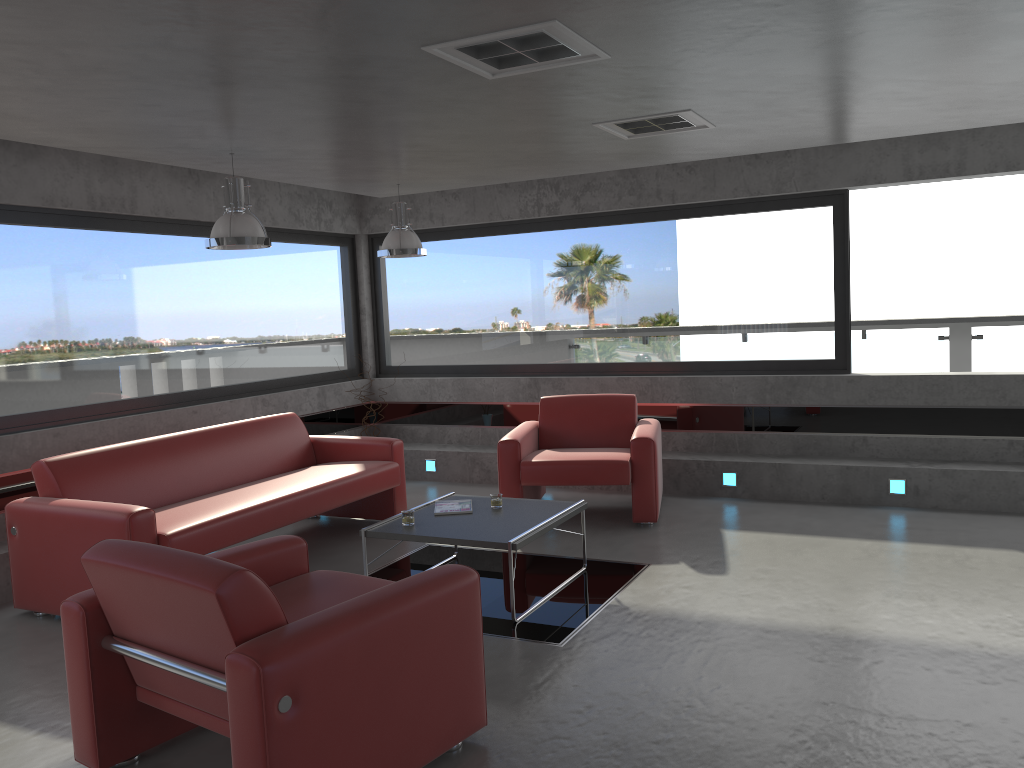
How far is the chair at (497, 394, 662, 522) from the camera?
6.38m

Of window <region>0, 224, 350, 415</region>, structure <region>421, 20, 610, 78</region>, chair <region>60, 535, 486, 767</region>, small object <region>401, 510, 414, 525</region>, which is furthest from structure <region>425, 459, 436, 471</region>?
structure <region>421, 20, 610, 78</region>

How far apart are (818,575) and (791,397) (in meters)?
2.48

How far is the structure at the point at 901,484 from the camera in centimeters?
670cm

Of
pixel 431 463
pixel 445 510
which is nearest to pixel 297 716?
pixel 445 510

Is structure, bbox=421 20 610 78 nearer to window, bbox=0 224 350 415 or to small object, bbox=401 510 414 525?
small object, bbox=401 510 414 525

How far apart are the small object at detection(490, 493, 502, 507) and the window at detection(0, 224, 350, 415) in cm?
317

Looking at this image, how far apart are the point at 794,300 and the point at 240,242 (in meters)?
4.57

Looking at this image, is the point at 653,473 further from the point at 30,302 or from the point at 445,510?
the point at 30,302

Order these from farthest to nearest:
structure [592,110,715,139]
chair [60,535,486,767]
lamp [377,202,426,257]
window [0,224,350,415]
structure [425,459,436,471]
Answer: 1. structure [425,459,436,471]
2. lamp [377,202,426,257]
3. window [0,224,350,415]
4. structure [592,110,715,139]
5. chair [60,535,486,767]
